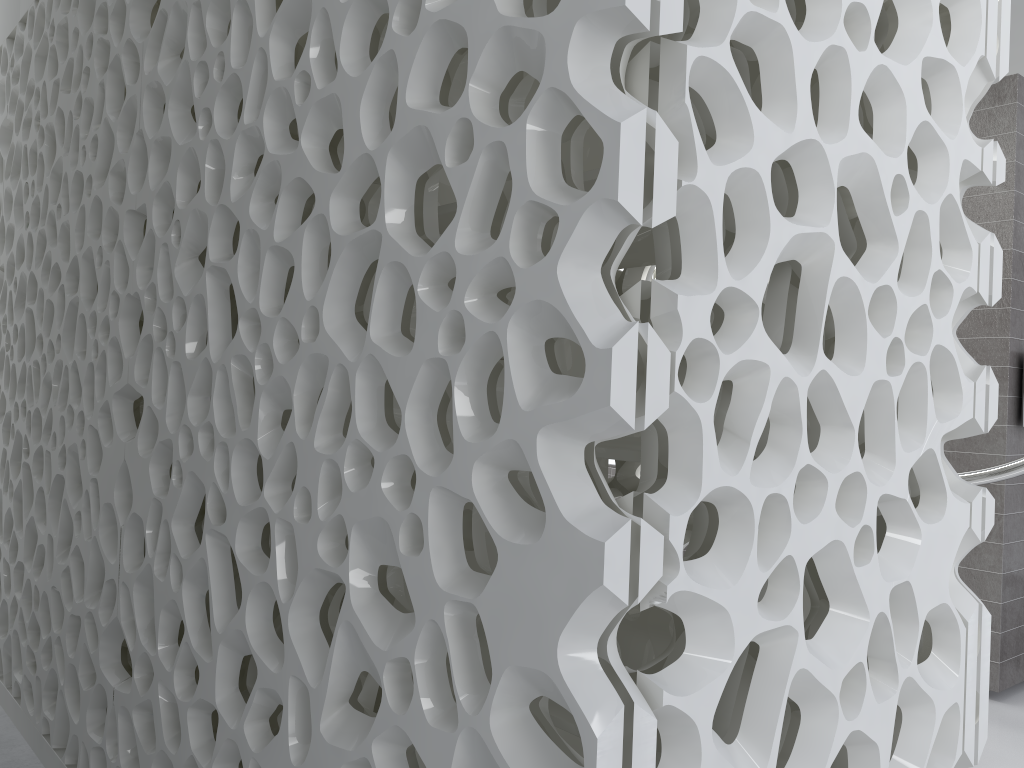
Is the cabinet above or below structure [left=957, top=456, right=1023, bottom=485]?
below

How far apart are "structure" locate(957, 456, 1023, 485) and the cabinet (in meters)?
2.72

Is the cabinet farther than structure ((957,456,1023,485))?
Yes

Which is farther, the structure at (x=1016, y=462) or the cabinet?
the cabinet

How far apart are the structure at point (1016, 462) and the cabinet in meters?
2.7 m

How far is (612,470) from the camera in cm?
583

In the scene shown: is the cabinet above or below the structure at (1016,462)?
below

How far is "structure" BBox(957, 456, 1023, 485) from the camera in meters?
3.2

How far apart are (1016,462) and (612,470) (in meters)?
2.91

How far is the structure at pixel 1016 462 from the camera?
3.2 meters
